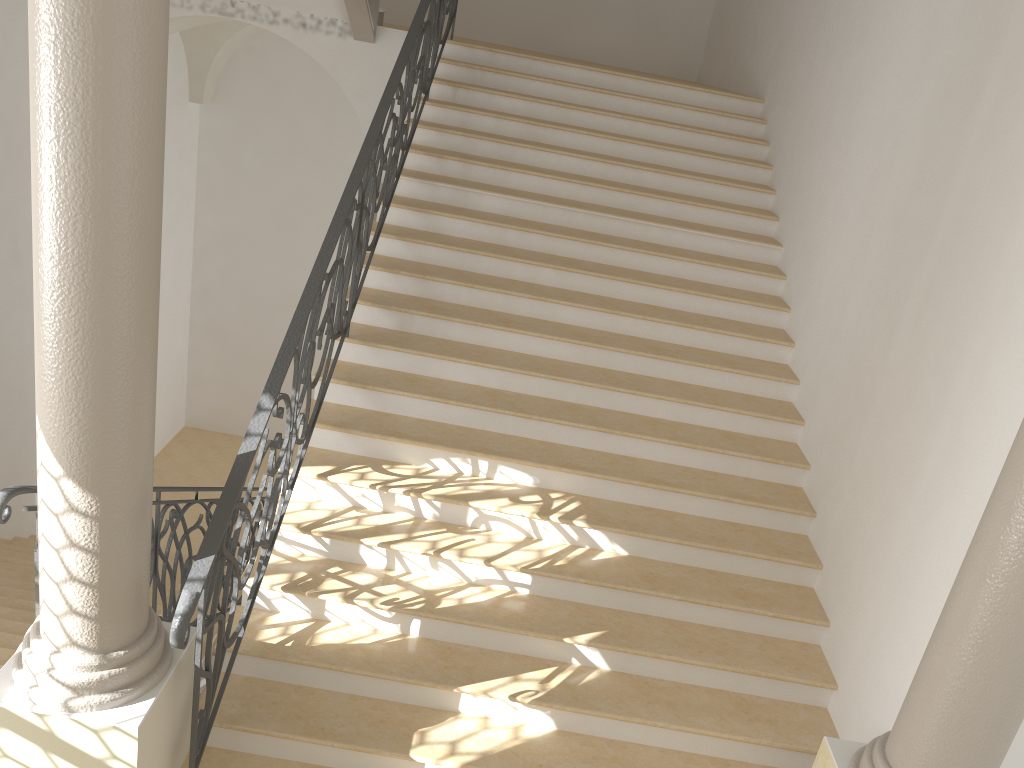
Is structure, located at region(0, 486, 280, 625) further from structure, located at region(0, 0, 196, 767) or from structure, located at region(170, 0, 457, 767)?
structure, located at region(170, 0, 457, 767)

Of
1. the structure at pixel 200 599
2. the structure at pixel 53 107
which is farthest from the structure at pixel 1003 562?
the structure at pixel 53 107

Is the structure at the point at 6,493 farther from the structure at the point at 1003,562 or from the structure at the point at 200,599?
the structure at the point at 1003,562

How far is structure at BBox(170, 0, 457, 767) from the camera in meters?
3.3 m

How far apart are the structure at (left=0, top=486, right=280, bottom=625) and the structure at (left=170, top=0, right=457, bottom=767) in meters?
0.7 m

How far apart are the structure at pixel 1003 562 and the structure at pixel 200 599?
2.61m

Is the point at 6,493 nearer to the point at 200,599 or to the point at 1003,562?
the point at 200,599

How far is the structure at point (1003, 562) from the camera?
3.0 meters

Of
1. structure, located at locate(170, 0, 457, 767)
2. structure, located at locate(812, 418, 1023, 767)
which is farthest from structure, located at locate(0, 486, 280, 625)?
structure, located at locate(812, 418, 1023, 767)

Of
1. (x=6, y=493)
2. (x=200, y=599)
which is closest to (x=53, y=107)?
(x=6, y=493)
